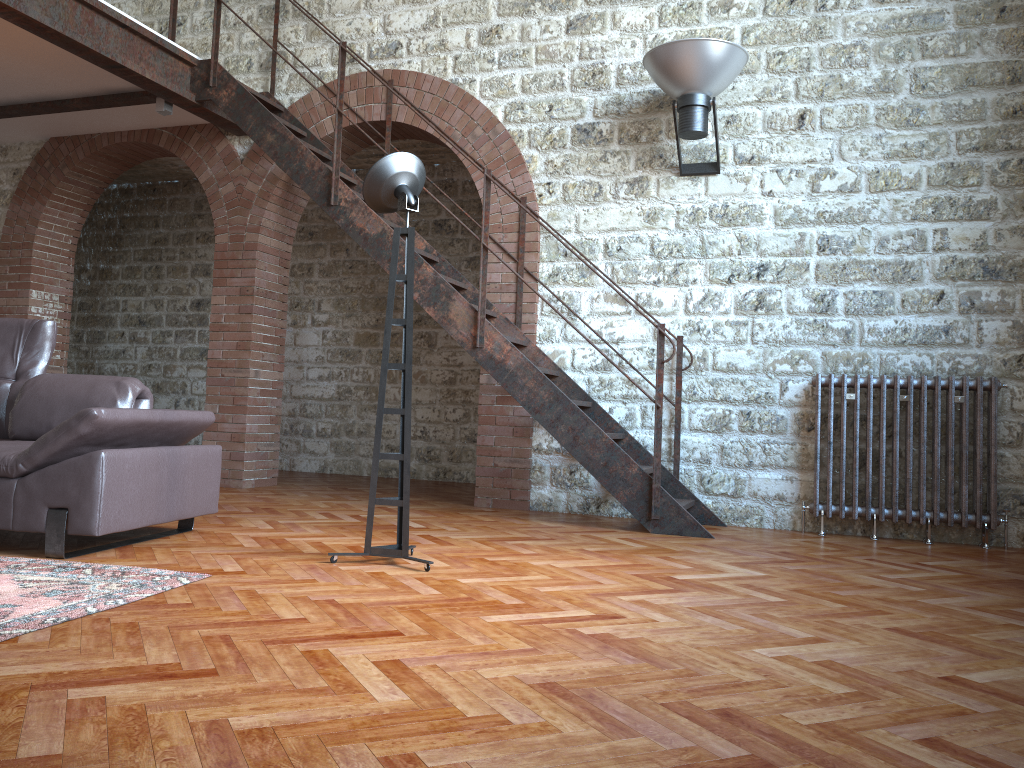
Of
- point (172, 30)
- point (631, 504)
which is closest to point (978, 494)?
point (631, 504)

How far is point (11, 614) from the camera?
2.6m

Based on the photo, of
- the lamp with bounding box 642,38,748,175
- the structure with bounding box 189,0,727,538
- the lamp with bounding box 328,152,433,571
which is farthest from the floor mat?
the lamp with bounding box 642,38,748,175

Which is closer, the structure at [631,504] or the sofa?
the sofa

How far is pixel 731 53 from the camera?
5.3m

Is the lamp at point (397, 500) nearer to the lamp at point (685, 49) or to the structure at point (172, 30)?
the lamp at point (685, 49)

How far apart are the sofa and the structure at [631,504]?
1.7 meters

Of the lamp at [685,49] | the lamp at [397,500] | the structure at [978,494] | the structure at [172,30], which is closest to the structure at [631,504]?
the structure at [172,30]

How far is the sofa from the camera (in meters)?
3.50

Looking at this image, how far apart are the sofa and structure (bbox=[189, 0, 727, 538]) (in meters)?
1.69
